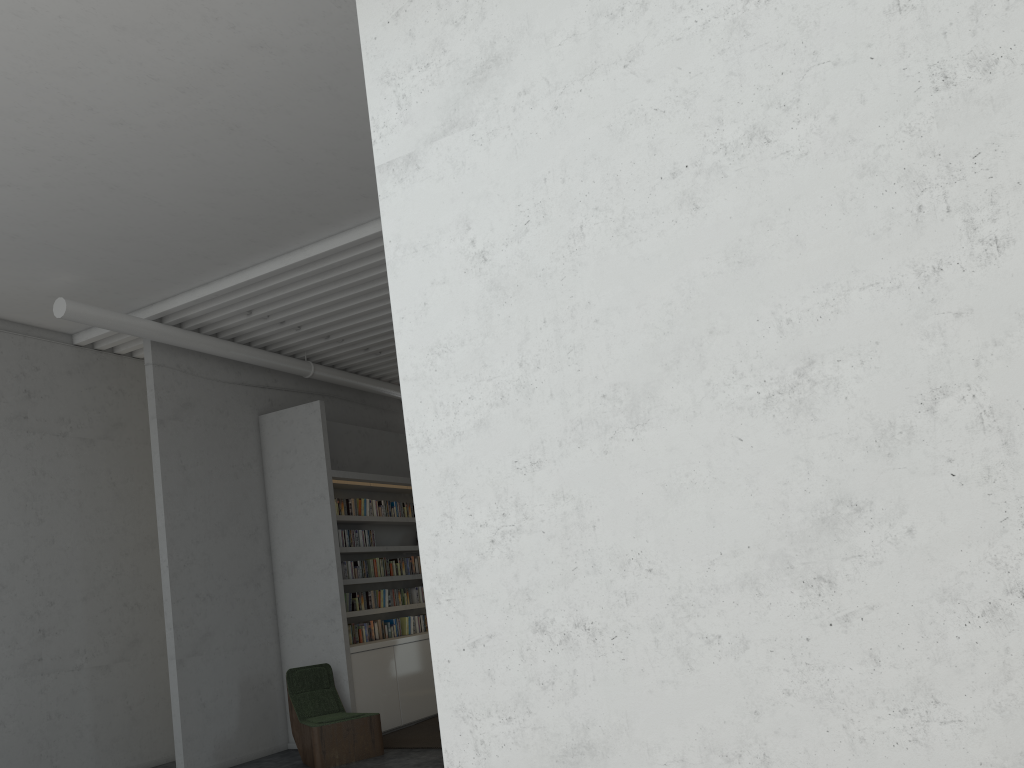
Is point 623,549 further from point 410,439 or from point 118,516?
point 118,516

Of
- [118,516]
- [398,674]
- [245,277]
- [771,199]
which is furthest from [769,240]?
[118,516]
